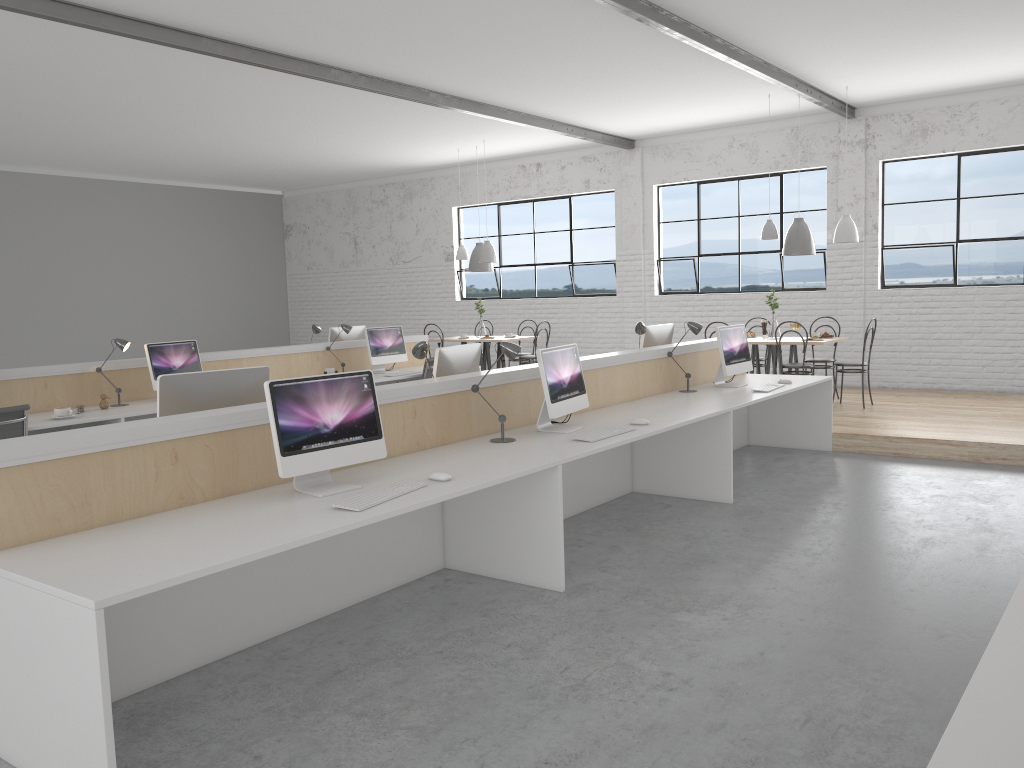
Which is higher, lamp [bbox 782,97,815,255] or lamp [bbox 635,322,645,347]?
lamp [bbox 782,97,815,255]

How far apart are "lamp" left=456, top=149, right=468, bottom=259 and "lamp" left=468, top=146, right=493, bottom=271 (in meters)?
0.19

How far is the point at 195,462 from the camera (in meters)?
2.67

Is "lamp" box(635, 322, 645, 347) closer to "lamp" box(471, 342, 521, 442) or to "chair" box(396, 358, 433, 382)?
"lamp" box(471, 342, 521, 442)

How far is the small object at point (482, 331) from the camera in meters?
9.1

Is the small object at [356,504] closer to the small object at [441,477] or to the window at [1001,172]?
the small object at [441,477]

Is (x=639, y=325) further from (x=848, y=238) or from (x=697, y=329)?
(x=848, y=238)

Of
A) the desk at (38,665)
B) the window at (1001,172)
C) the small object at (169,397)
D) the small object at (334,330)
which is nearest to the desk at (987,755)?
the desk at (38,665)

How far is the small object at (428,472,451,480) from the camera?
2.89m

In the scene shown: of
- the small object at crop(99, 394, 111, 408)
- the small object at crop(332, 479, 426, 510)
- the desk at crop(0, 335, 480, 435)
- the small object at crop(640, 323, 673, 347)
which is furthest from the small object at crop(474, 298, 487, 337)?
the small object at crop(332, 479, 426, 510)
